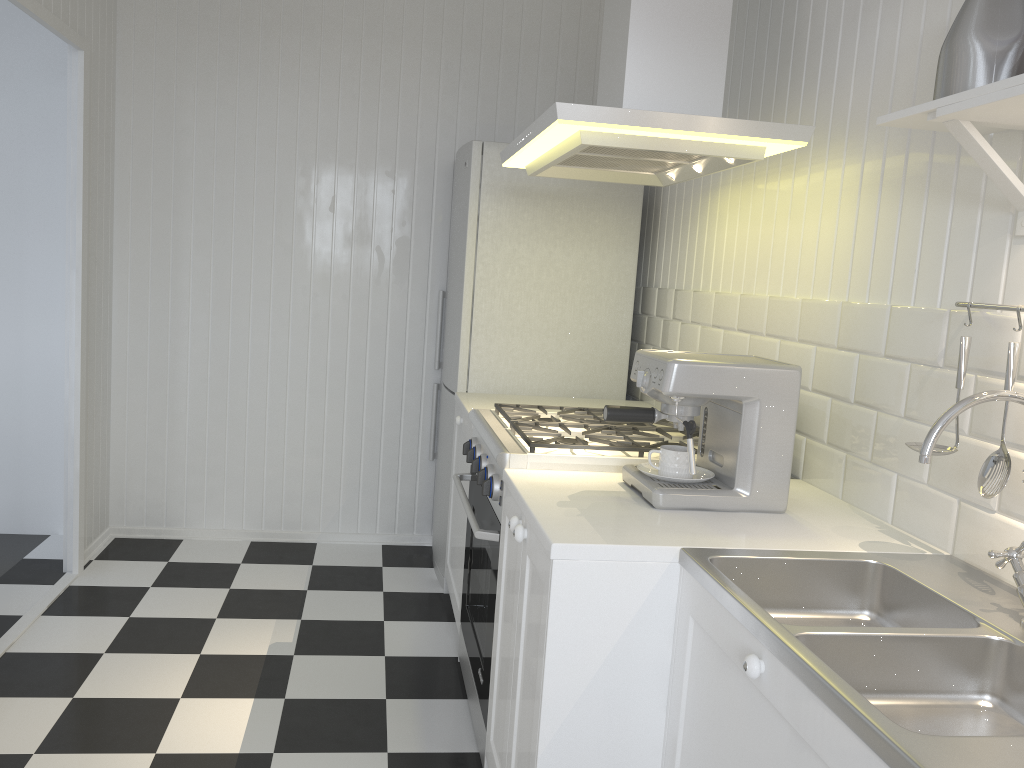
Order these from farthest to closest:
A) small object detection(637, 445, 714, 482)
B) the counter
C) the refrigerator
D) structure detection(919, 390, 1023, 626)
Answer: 1. the refrigerator
2. small object detection(637, 445, 714, 482)
3. structure detection(919, 390, 1023, 626)
4. the counter

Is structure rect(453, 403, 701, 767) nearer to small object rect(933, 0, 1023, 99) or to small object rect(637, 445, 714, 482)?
small object rect(637, 445, 714, 482)

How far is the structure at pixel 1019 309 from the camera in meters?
1.5

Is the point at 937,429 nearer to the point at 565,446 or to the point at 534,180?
the point at 565,446

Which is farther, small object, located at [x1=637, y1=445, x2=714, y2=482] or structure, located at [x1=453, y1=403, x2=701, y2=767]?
structure, located at [x1=453, y1=403, x2=701, y2=767]

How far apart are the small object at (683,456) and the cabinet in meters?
0.1

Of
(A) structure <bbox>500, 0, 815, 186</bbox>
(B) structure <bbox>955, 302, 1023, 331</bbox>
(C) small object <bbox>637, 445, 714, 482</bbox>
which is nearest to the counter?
(C) small object <bbox>637, 445, 714, 482</bbox>

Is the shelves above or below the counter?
above

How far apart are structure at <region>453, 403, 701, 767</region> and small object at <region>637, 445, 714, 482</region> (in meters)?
0.16

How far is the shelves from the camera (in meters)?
1.34
